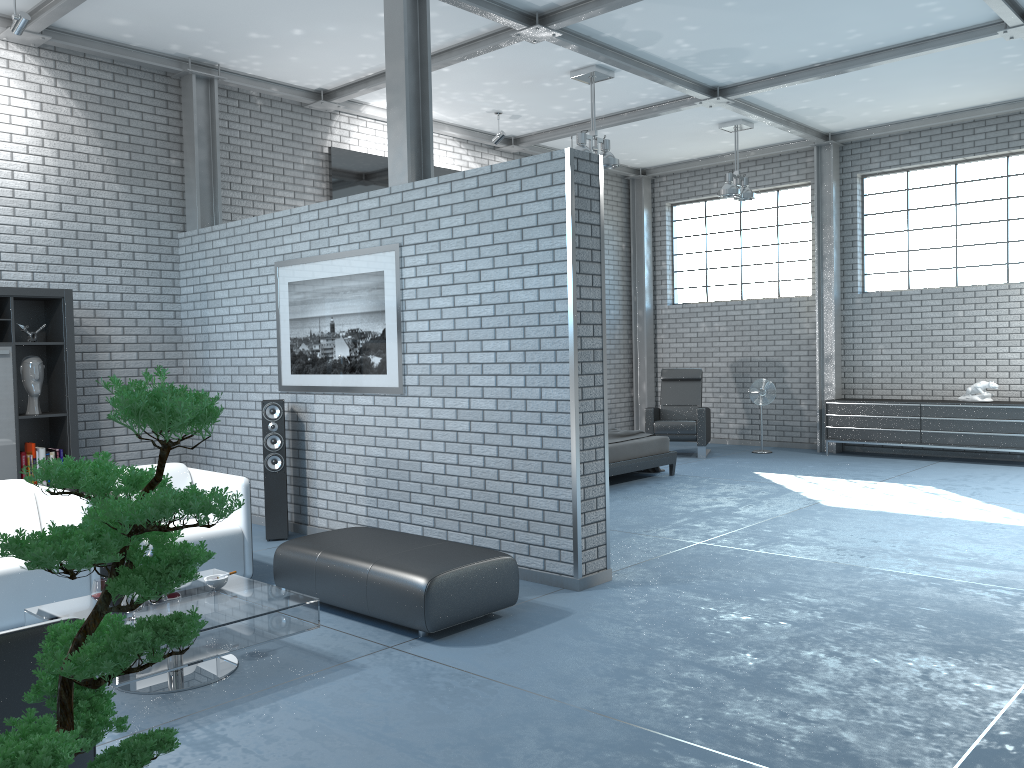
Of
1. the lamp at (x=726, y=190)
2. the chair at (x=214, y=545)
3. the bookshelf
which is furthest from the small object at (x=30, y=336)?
the lamp at (x=726, y=190)

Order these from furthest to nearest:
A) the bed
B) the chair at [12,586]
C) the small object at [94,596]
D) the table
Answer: the bed → the chair at [12,586] → the small object at [94,596] → the table

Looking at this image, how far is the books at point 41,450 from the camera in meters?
6.6 m

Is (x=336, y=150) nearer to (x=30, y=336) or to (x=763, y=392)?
(x=30, y=336)

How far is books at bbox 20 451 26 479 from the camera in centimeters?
654cm

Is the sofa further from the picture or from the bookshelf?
the bookshelf

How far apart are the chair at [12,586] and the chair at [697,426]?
7.49m

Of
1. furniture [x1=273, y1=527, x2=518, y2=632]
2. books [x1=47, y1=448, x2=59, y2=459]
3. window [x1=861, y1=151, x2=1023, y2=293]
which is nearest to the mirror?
books [x1=47, y1=448, x2=59, y2=459]

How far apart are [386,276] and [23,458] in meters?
3.1

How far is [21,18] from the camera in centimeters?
614cm
